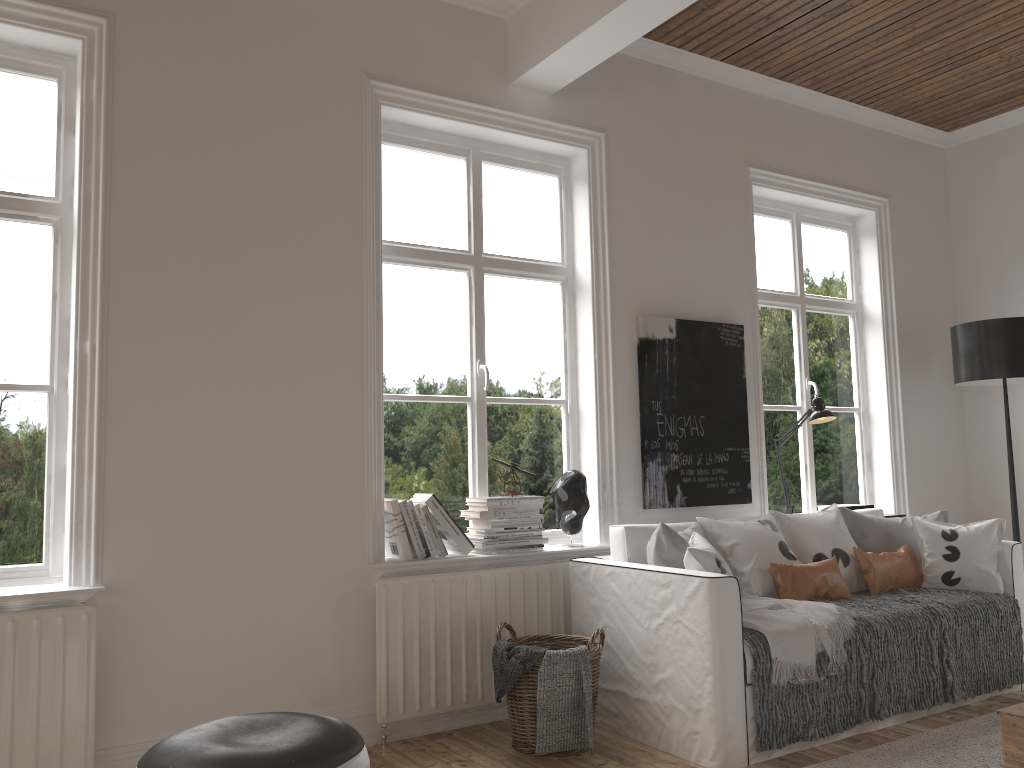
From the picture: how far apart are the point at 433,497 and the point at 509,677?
0.8m

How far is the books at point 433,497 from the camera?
3.53m

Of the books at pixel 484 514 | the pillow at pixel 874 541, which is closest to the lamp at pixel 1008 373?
the pillow at pixel 874 541

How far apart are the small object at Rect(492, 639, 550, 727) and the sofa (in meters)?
0.40

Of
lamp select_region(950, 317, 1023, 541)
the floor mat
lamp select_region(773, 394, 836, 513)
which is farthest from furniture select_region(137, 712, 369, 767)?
lamp select_region(950, 317, 1023, 541)

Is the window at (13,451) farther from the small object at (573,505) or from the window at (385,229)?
the small object at (573,505)

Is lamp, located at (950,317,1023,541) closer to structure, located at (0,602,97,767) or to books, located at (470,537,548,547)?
books, located at (470,537,548,547)

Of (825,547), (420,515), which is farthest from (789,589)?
(420,515)

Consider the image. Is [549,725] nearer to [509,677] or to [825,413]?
[509,677]

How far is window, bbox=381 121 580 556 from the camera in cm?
379
